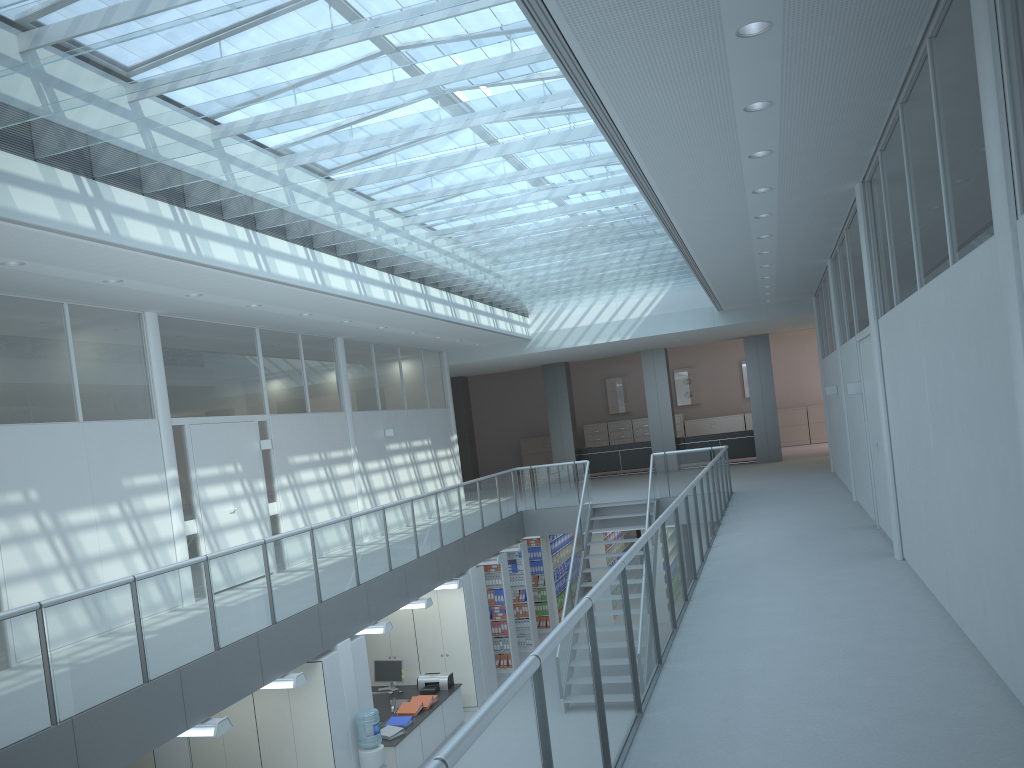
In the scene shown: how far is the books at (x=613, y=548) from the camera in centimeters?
1650cm

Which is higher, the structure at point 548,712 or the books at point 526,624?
the structure at point 548,712

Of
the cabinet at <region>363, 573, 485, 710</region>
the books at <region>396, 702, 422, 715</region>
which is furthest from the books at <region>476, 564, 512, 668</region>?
the books at <region>396, 702, 422, 715</region>

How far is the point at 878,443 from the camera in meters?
8.0

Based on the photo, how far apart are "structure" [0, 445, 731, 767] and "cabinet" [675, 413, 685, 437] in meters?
10.9 m

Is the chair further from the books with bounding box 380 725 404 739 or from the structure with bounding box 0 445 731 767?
the structure with bounding box 0 445 731 767

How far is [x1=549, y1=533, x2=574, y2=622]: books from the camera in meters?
16.2

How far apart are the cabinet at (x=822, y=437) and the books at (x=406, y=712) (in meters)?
16.74

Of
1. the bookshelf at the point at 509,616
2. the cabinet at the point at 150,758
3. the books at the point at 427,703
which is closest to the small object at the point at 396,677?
the books at the point at 427,703

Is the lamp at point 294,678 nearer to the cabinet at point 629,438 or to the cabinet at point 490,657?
the cabinet at point 490,657
